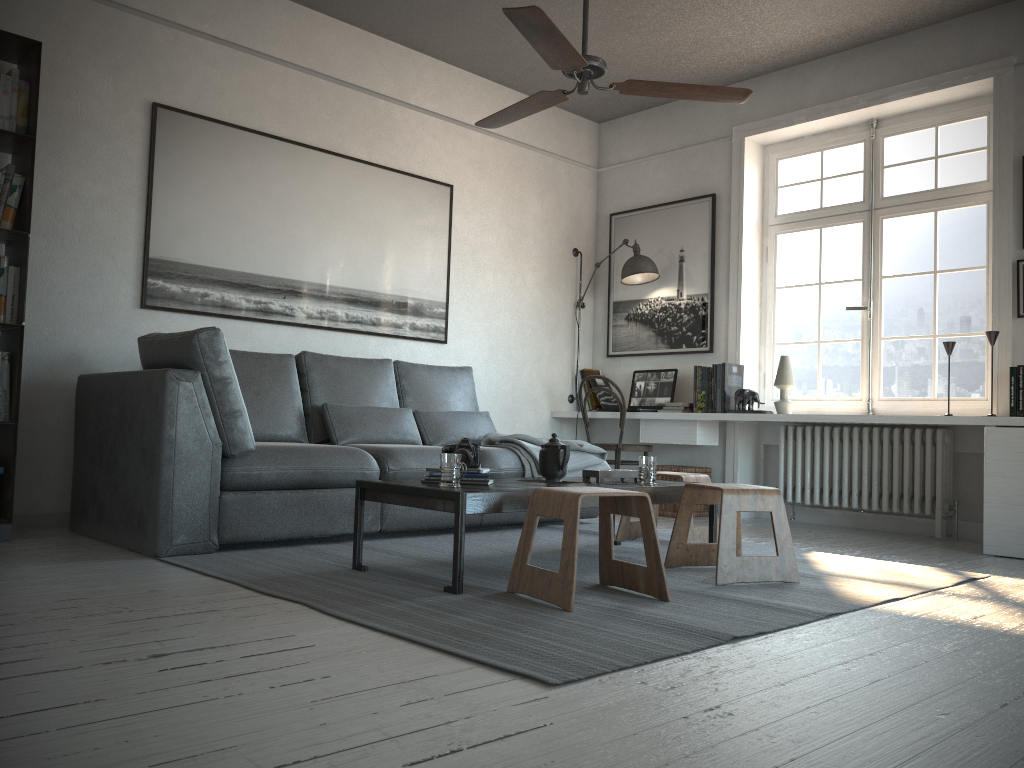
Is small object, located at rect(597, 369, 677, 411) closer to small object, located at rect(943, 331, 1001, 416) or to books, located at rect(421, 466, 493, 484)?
small object, located at rect(943, 331, 1001, 416)

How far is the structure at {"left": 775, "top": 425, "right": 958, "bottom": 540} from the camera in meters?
4.9 m

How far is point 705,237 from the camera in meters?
6.0

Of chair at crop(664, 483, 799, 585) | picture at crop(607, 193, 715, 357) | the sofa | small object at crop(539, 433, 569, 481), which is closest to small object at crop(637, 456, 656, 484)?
chair at crop(664, 483, 799, 585)

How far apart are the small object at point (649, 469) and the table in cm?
3

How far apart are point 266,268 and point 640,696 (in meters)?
3.69

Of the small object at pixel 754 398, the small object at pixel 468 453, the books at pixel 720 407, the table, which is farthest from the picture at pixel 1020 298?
the small object at pixel 468 453

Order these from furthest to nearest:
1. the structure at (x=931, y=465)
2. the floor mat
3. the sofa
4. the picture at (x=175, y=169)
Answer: the structure at (x=931, y=465), the picture at (x=175, y=169), the sofa, the floor mat

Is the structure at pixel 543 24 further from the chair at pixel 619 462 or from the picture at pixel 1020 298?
the chair at pixel 619 462

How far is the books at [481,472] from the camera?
3.21m
